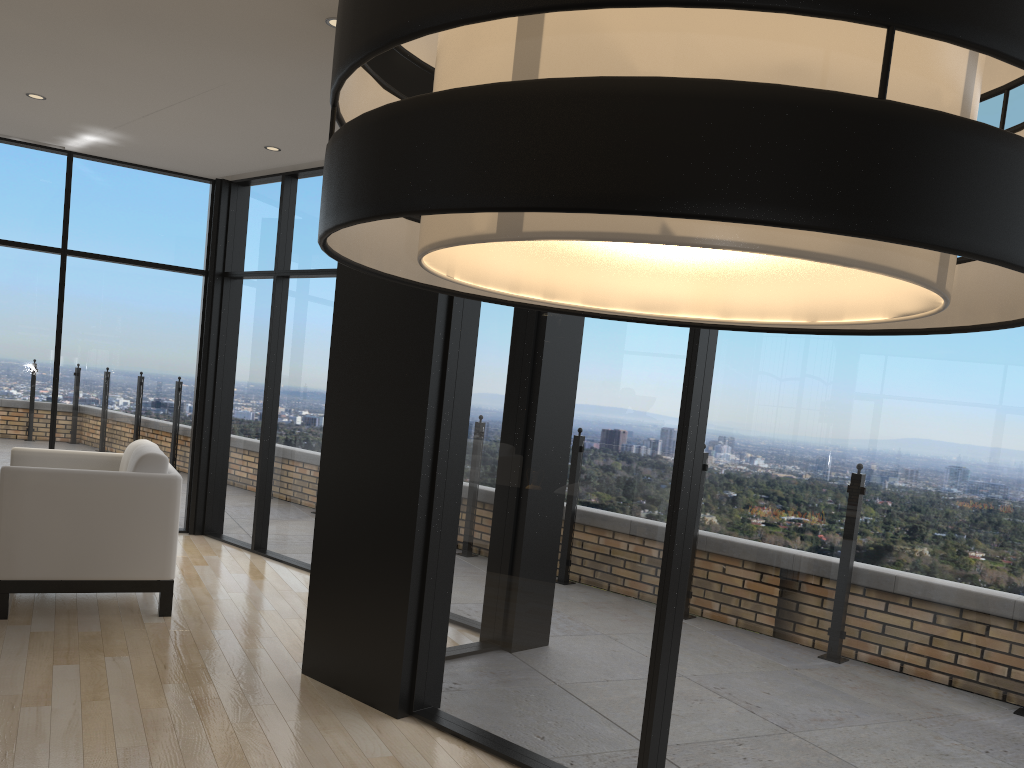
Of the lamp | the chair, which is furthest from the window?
the lamp

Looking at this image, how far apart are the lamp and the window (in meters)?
1.61

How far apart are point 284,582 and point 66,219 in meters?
3.2

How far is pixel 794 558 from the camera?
2.53m

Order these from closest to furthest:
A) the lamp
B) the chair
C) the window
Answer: the lamp, the window, the chair

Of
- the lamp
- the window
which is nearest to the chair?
the window

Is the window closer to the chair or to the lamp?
the chair

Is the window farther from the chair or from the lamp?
the lamp

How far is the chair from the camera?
4.22m

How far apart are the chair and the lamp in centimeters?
403cm
